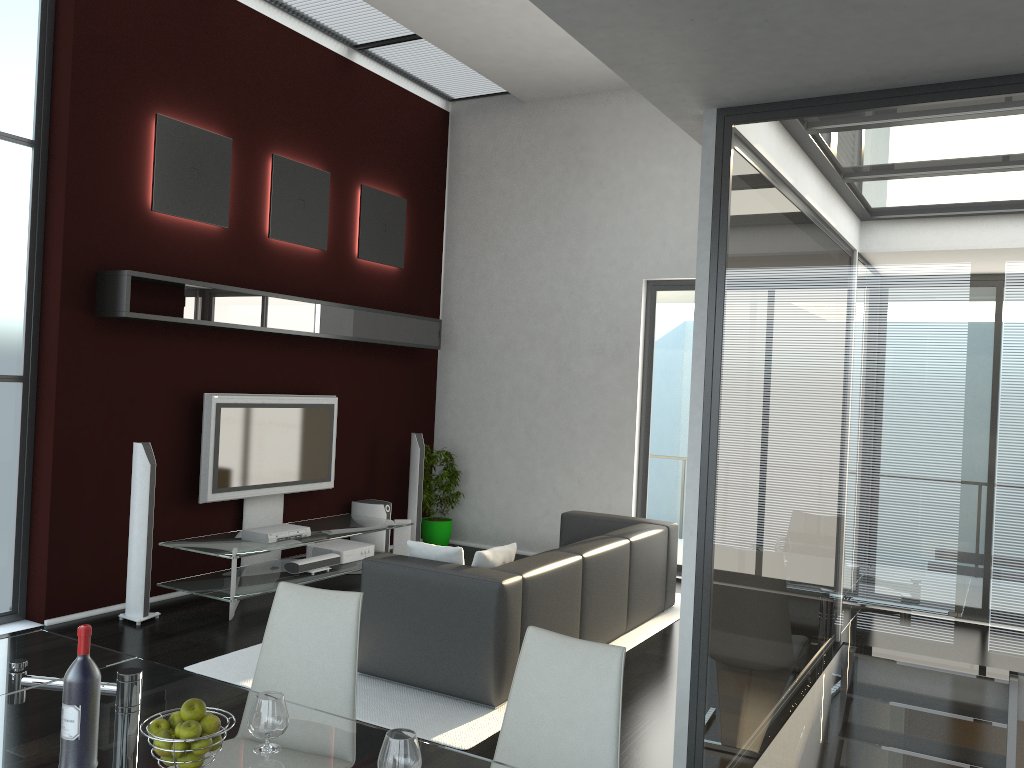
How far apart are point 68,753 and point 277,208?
5.7 meters

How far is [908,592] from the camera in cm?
289

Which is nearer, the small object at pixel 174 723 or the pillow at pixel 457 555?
the small object at pixel 174 723

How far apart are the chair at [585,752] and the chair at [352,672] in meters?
0.5 m

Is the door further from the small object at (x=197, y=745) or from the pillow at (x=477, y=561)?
the small object at (x=197, y=745)

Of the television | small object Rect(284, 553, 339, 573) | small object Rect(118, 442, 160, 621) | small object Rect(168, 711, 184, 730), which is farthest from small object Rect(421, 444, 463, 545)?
small object Rect(168, 711, 184, 730)

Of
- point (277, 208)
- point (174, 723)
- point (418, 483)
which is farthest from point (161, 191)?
point (174, 723)

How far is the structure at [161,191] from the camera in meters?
6.2 m

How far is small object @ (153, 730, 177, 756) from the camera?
2.0m

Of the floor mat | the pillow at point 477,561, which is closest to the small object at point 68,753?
the floor mat
